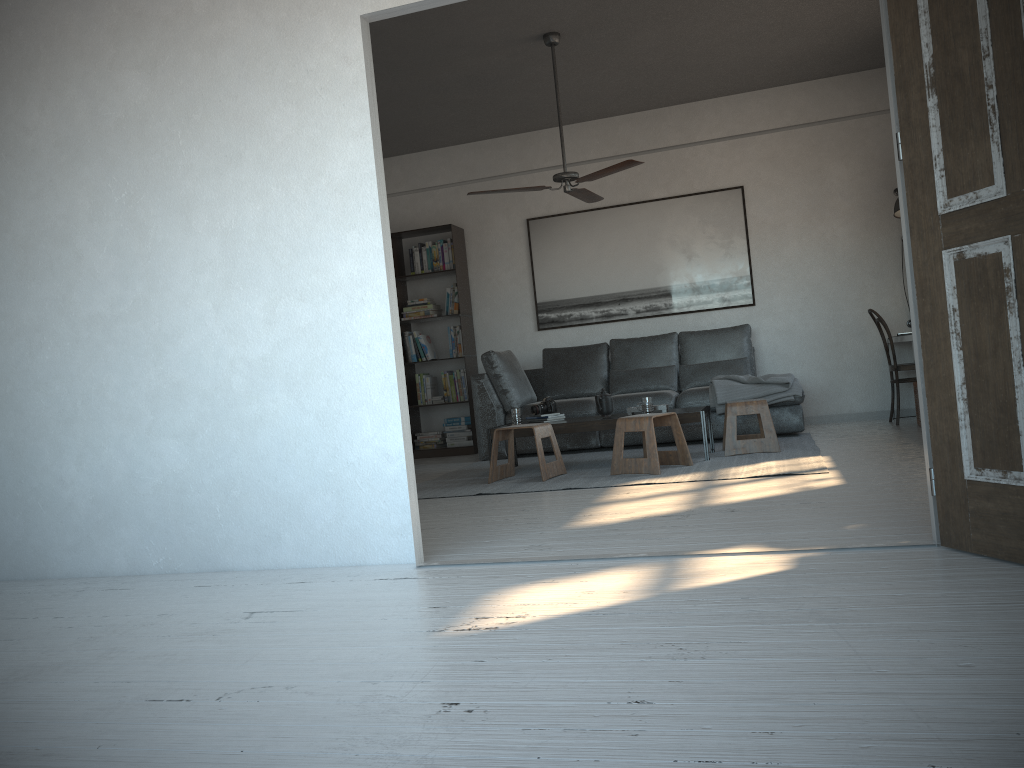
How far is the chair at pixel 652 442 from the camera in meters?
5.2 m

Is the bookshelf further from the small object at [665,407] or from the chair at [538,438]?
the small object at [665,407]

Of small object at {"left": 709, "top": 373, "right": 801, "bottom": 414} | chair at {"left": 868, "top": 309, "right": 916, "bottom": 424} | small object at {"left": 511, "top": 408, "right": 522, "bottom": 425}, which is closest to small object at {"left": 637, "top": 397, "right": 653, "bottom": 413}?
small object at {"left": 511, "top": 408, "right": 522, "bottom": 425}

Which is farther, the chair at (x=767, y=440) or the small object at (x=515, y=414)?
the small object at (x=515, y=414)

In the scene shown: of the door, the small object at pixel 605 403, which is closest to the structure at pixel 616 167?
the small object at pixel 605 403

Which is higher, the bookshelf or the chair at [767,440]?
the bookshelf

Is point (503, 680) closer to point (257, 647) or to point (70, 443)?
point (257, 647)

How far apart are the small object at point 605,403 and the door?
3.35m

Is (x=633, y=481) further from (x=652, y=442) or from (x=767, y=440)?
(x=767, y=440)

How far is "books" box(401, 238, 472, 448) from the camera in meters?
8.1 m
